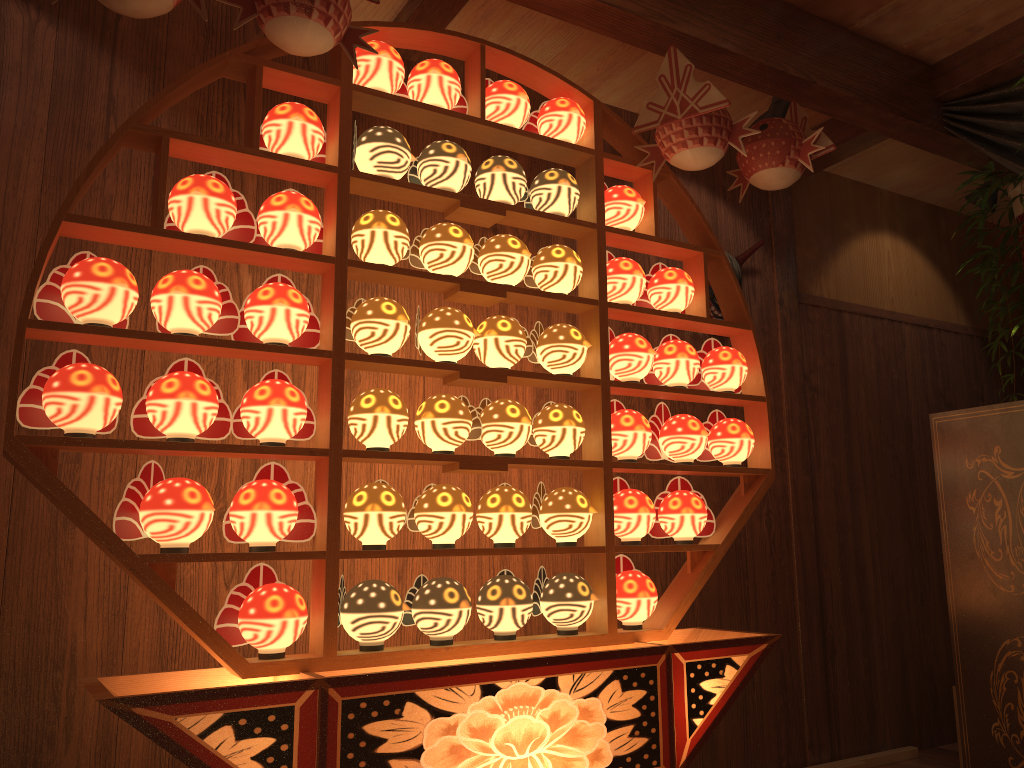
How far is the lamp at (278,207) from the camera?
2.0m

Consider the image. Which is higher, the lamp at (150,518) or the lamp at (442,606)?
the lamp at (150,518)

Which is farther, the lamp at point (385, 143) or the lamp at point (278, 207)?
the lamp at point (385, 143)

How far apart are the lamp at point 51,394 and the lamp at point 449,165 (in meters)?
0.91

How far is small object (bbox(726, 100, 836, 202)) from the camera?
2.5m

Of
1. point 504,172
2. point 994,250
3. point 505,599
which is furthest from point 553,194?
point 994,250

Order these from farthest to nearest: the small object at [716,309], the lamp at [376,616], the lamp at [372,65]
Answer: the small object at [716,309] → the lamp at [372,65] → the lamp at [376,616]

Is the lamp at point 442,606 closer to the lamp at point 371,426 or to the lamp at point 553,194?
the lamp at point 371,426

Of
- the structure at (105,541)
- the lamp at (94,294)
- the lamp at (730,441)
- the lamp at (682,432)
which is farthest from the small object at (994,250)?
the lamp at (94,294)

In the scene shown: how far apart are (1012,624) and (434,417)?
1.7 meters
